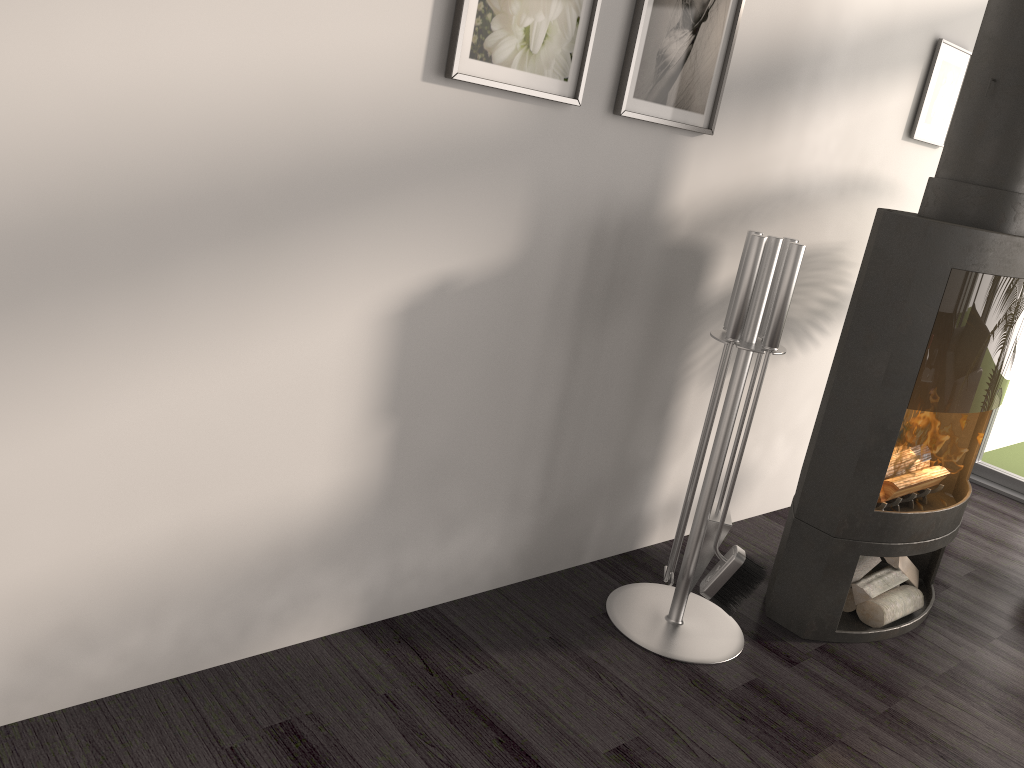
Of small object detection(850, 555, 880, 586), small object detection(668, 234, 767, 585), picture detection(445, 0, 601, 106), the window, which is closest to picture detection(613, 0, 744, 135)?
picture detection(445, 0, 601, 106)

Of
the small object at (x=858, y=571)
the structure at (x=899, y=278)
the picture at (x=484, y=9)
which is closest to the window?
the structure at (x=899, y=278)

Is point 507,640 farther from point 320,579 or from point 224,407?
point 224,407

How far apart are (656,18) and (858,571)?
1.8m

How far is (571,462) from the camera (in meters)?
2.59

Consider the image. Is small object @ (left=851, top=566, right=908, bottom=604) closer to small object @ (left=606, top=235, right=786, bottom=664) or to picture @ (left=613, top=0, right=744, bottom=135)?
small object @ (left=606, top=235, right=786, bottom=664)

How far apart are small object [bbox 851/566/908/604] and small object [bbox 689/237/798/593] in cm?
56

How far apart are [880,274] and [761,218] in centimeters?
53cm

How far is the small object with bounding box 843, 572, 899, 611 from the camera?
2.79m

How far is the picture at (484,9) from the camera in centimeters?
186cm
